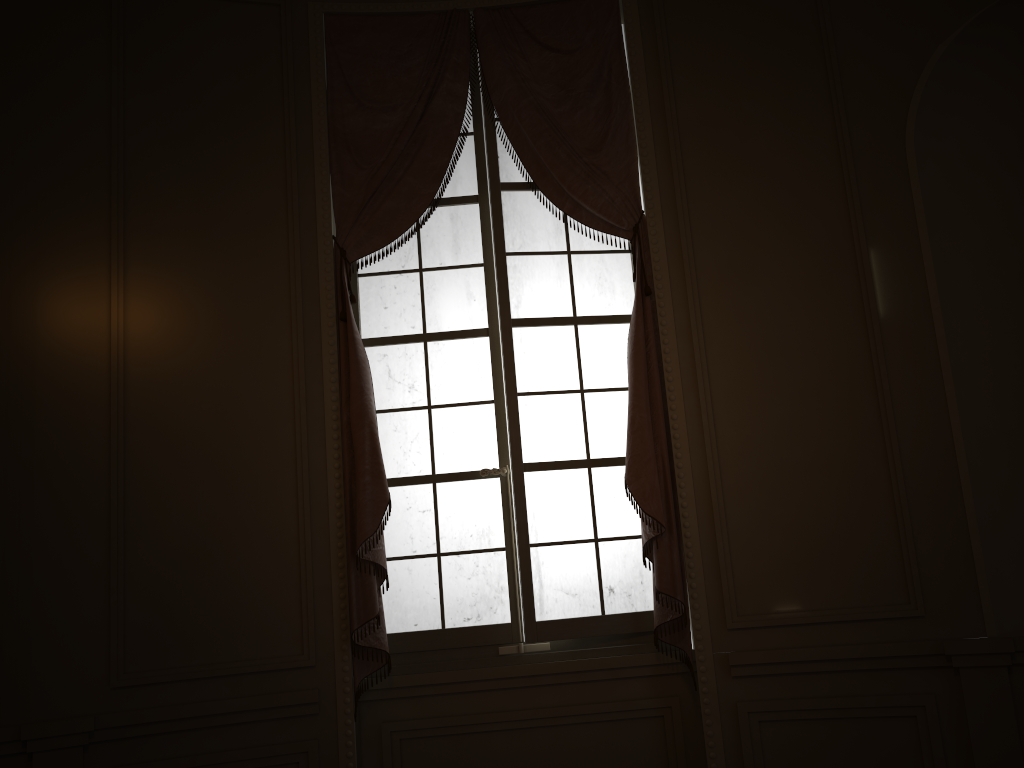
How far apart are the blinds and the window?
0.1m

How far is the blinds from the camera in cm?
340

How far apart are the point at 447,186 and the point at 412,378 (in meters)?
0.90

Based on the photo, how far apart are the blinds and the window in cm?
8

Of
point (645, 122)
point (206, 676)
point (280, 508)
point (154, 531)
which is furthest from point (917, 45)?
point (206, 676)

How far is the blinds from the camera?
3.40m

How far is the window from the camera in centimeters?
362cm

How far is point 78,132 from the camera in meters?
3.4 m

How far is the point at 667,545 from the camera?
3.40m

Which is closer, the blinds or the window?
the blinds
